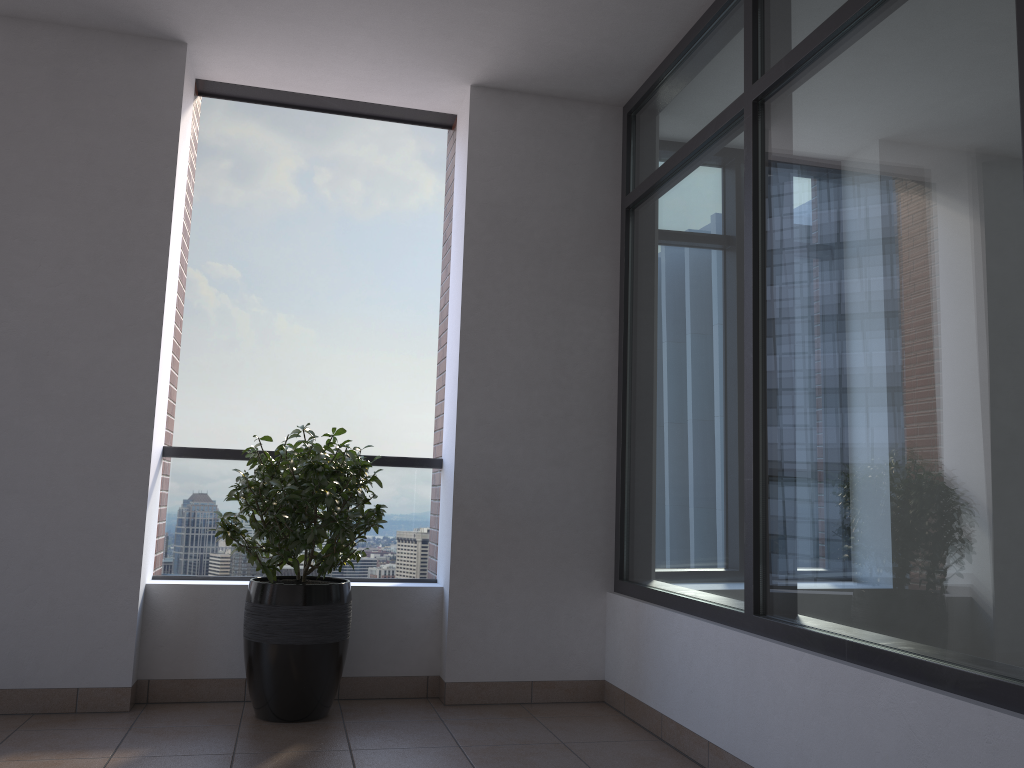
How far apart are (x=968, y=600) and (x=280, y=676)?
2.5 meters

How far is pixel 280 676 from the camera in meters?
3.5

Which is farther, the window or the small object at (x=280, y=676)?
the small object at (x=280, y=676)

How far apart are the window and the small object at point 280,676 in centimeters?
115cm

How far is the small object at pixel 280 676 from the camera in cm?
350

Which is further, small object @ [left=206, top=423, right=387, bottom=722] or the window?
small object @ [left=206, top=423, right=387, bottom=722]

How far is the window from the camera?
2.0m

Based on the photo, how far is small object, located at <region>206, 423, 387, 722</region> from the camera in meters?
3.5

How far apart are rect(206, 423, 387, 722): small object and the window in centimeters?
115cm
